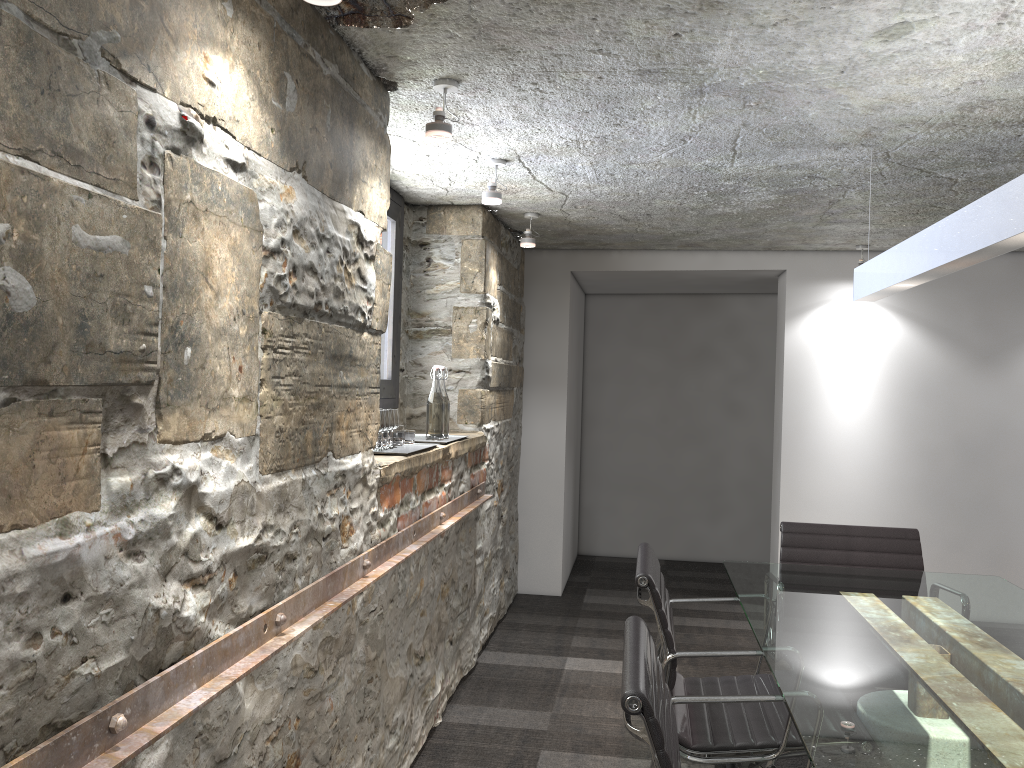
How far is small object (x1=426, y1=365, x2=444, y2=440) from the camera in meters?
3.5

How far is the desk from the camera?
1.5m

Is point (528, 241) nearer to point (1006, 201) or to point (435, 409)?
point (435, 409)

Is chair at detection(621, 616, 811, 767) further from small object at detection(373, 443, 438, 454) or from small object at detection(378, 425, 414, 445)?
small object at detection(378, 425, 414, 445)

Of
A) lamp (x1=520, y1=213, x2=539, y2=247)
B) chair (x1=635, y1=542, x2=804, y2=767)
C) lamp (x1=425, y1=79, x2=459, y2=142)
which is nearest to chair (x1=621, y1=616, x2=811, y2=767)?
chair (x1=635, y1=542, x2=804, y2=767)

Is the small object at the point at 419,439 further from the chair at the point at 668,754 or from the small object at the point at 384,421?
the chair at the point at 668,754

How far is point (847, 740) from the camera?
1.5 meters

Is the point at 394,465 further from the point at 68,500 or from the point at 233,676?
the point at 68,500

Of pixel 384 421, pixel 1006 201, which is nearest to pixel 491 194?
pixel 384 421

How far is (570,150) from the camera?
3.2 meters
